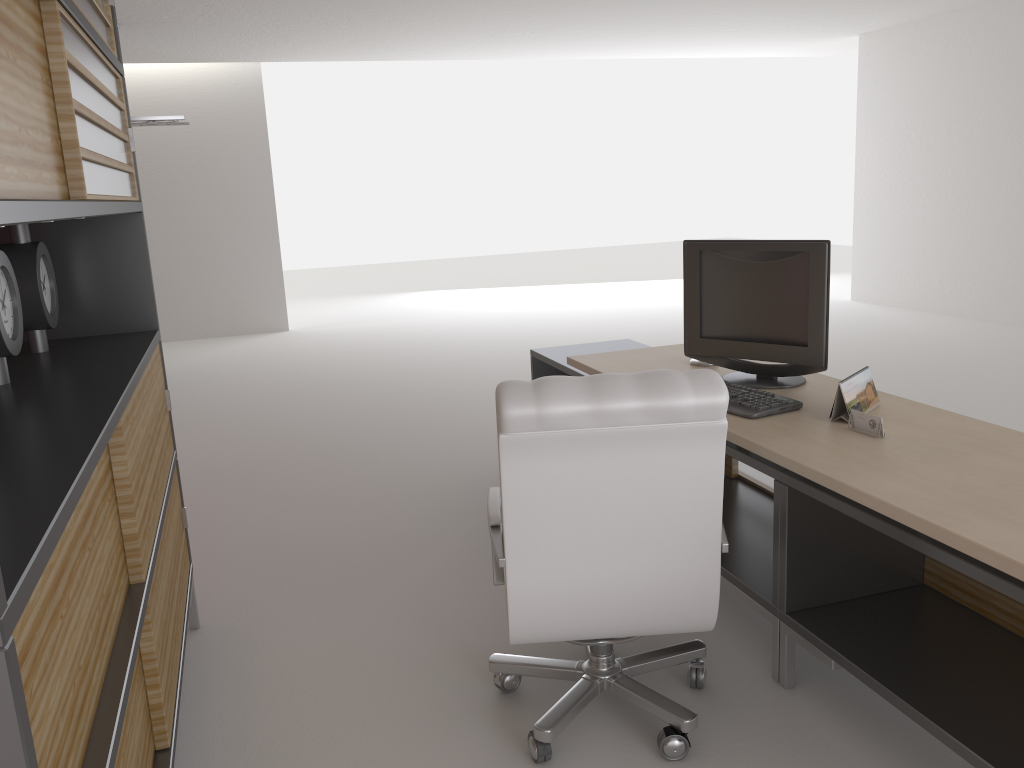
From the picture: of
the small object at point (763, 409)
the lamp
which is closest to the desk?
the small object at point (763, 409)

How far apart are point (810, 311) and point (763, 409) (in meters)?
0.67

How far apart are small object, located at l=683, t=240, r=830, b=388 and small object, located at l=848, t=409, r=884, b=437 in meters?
0.7

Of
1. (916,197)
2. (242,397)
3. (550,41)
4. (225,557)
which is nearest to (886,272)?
(916,197)

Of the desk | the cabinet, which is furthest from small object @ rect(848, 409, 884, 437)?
the cabinet

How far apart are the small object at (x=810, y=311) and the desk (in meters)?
0.06

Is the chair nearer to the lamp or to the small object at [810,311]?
the small object at [810,311]

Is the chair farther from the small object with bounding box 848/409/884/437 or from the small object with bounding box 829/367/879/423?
the small object with bounding box 829/367/879/423

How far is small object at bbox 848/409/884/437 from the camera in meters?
3.7

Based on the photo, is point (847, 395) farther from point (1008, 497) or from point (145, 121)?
point (145, 121)
